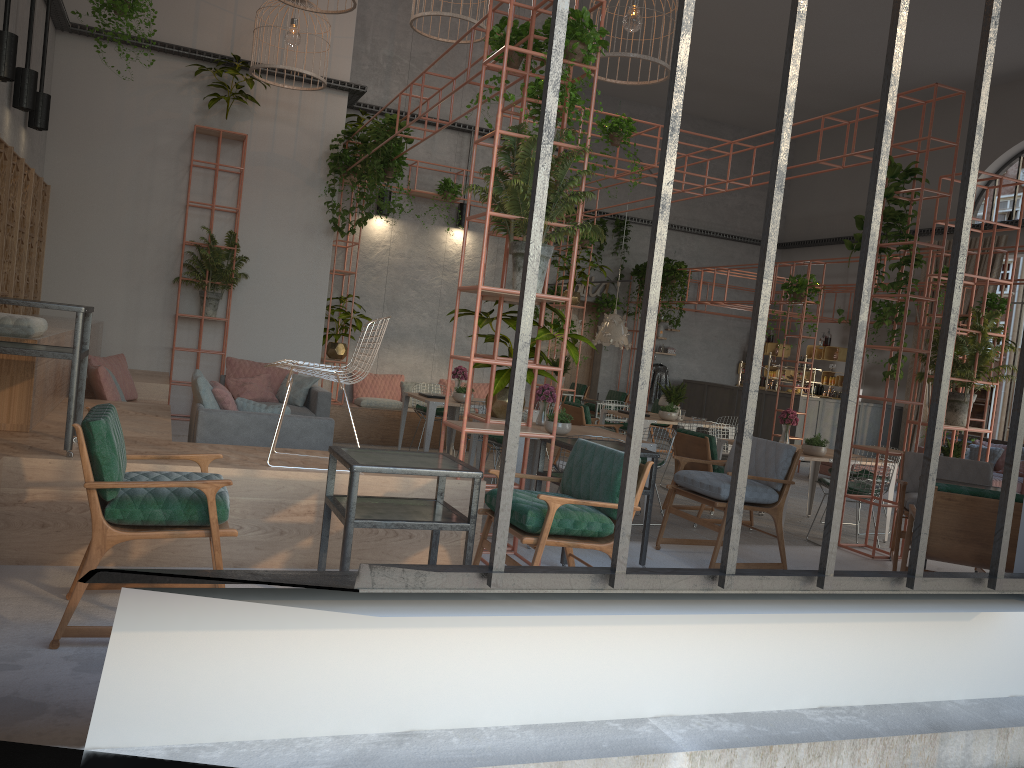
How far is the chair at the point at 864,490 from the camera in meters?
8.3

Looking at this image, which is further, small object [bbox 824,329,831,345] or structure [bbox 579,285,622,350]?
structure [bbox 579,285,622,350]

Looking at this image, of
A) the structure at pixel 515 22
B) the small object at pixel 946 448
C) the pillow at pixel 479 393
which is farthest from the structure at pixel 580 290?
the small object at pixel 946 448

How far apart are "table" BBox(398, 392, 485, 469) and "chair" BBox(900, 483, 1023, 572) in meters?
5.8

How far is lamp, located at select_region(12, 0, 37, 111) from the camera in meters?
8.0

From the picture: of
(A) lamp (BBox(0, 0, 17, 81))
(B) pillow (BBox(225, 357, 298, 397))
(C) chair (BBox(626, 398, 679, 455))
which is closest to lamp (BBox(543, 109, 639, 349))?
(C) chair (BBox(626, 398, 679, 455))

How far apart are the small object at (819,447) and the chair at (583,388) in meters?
9.5

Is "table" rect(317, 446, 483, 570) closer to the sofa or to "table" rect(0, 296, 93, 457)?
"table" rect(0, 296, 93, 457)

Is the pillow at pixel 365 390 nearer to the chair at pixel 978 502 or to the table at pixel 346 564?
the table at pixel 346 564

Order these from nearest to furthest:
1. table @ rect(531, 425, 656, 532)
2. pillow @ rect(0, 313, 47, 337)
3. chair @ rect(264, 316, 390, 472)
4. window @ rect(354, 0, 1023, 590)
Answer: window @ rect(354, 0, 1023, 590), chair @ rect(264, 316, 390, 472), pillow @ rect(0, 313, 47, 337), table @ rect(531, 425, 656, 532)
